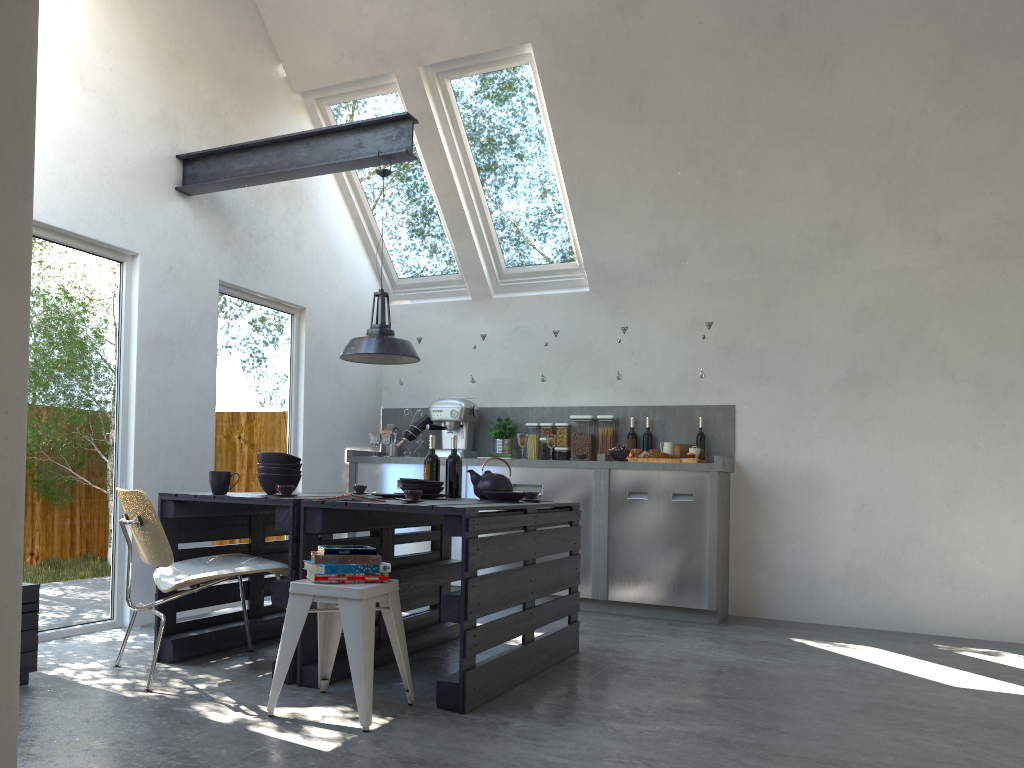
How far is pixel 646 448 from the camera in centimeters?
647cm

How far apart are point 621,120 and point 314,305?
2.6 meters

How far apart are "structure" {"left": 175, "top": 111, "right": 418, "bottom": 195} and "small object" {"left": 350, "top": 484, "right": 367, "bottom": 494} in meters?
1.8 m

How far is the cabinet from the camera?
5.8 meters

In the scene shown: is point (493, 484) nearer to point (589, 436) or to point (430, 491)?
point (430, 491)

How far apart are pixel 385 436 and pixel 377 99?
2.53m

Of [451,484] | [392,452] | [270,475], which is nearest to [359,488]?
[451,484]

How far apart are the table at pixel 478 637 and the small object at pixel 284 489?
0.08m

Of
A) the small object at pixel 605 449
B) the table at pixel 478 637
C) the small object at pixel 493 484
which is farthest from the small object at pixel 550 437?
the small object at pixel 493 484

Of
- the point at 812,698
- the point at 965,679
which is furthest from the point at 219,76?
the point at 965,679
